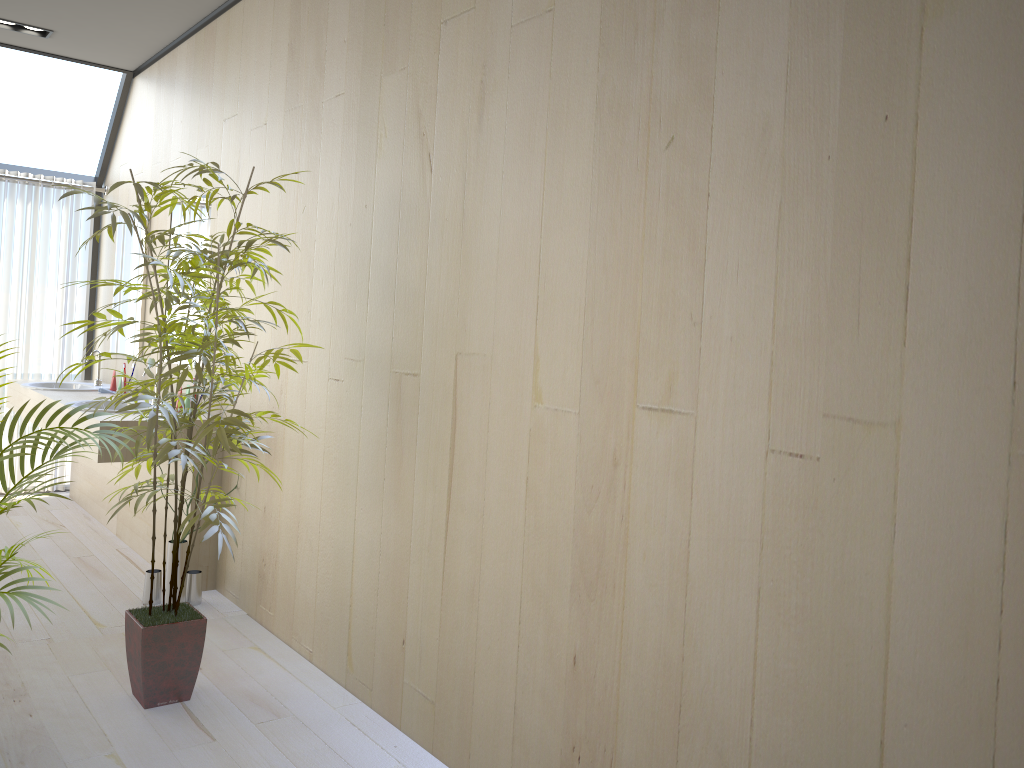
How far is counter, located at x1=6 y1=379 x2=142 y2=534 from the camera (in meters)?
5.05

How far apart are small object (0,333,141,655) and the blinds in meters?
3.5 m

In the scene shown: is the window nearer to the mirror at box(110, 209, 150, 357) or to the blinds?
the blinds

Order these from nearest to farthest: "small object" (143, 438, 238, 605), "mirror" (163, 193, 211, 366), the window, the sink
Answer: "small object" (143, 438, 238, 605) → "mirror" (163, 193, 211, 366) → the sink → the window

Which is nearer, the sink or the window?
the sink

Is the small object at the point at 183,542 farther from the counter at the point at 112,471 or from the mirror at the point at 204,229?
the mirror at the point at 204,229

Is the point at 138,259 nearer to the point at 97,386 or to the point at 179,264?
the point at 97,386

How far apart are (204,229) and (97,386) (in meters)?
1.56

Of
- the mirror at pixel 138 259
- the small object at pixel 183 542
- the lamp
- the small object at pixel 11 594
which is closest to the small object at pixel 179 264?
the small object at pixel 11 594

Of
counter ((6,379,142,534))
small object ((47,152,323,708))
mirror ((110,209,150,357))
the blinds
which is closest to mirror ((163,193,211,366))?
mirror ((110,209,150,357))
